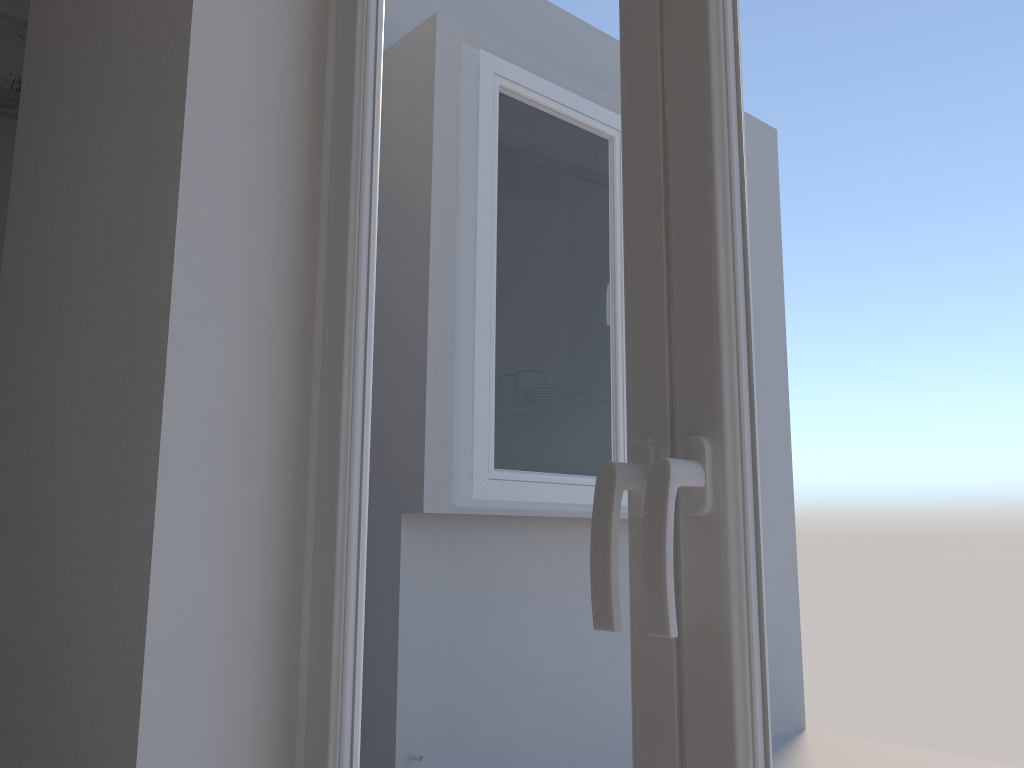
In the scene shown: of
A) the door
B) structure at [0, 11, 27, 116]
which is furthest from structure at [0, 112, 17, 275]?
the door

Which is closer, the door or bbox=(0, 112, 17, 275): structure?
the door

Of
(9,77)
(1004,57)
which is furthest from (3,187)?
(1004,57)

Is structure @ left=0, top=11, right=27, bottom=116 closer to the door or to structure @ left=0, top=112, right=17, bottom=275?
structure @ left=0, top=112, right=17, bottom=275

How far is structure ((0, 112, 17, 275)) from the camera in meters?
3.8 m

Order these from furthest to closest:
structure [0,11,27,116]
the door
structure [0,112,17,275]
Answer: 1. structure [0,112,17,275]
2. structure [0,11,27,116]
3. the door

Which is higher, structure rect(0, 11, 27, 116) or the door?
structure rect(0, 11, 27, 116)

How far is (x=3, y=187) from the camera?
3.8 meters

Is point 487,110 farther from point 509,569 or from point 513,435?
point 509,569

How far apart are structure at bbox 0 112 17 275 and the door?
3.0 meters
